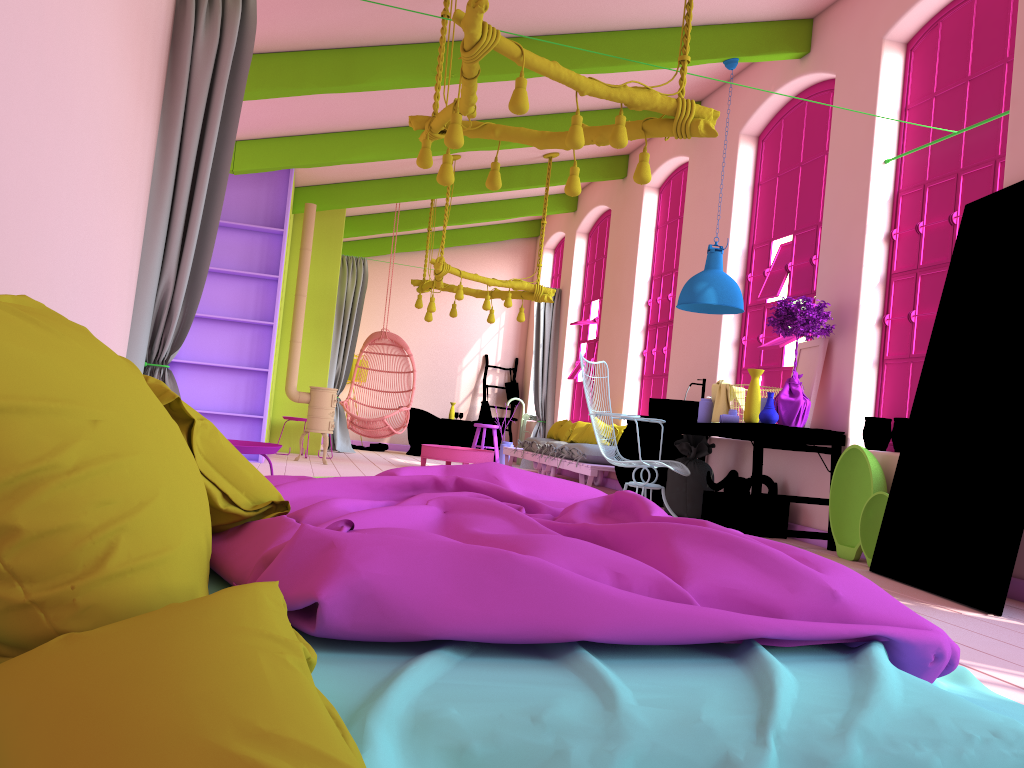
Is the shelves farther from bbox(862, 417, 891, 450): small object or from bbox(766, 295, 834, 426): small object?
bbox(862, 417, 891, 450): small object

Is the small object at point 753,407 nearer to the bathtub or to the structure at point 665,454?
the structure at point 665,454

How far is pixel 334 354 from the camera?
12.4m

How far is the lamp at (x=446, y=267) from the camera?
9.7 meters

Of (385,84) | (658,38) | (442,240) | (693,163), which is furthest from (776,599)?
(442,240)

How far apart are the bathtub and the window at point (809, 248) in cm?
598

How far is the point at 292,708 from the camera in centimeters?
105cm

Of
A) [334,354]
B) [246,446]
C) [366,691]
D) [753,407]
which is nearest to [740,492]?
[753,407]

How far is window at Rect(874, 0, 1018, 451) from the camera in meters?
5.4 m

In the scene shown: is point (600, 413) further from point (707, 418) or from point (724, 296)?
point (724, 296)
